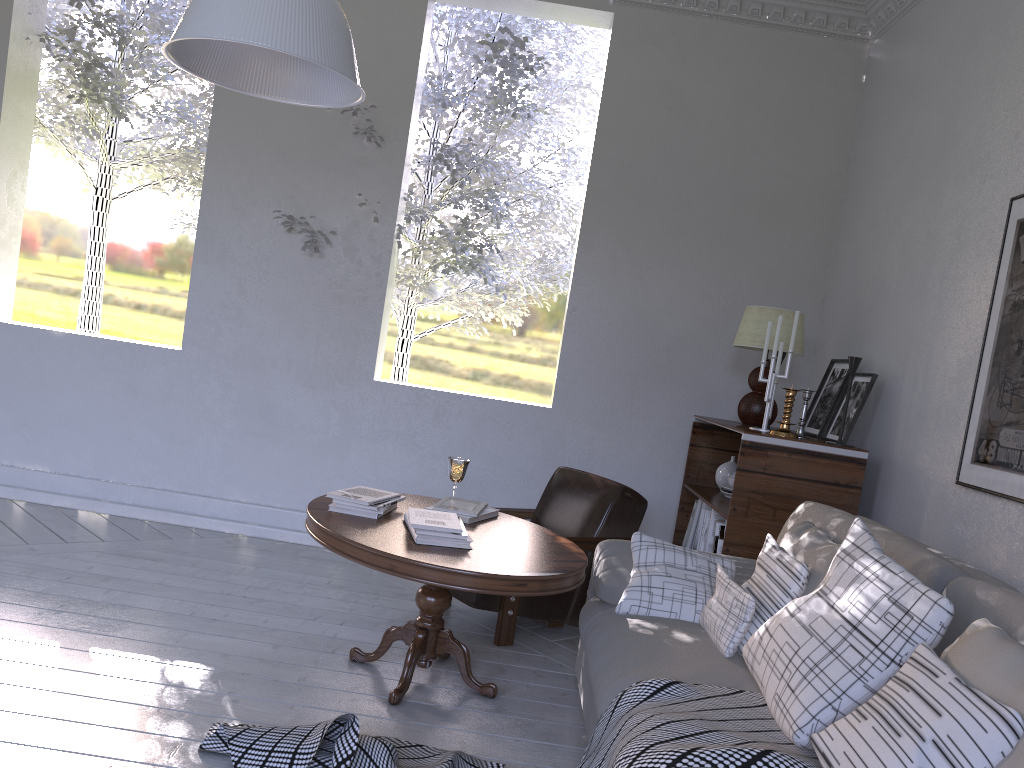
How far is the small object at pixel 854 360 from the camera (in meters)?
2.81

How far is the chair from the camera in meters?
2.8

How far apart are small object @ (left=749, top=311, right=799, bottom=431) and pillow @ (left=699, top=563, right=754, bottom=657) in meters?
1.0 m

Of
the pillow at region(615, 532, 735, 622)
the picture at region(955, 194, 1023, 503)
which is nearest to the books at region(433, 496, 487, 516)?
the pillow at region(615, 532, 735, 622)

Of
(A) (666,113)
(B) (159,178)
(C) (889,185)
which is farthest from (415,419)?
(B) (159,178)

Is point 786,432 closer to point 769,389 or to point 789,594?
point 769,389

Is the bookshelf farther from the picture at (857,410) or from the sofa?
the sofa

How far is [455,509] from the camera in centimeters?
259cm

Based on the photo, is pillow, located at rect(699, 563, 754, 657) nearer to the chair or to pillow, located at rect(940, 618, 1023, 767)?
pillow, located at rect(940, 618, 1023, 767)

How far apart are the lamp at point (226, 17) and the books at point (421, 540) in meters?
1.0
